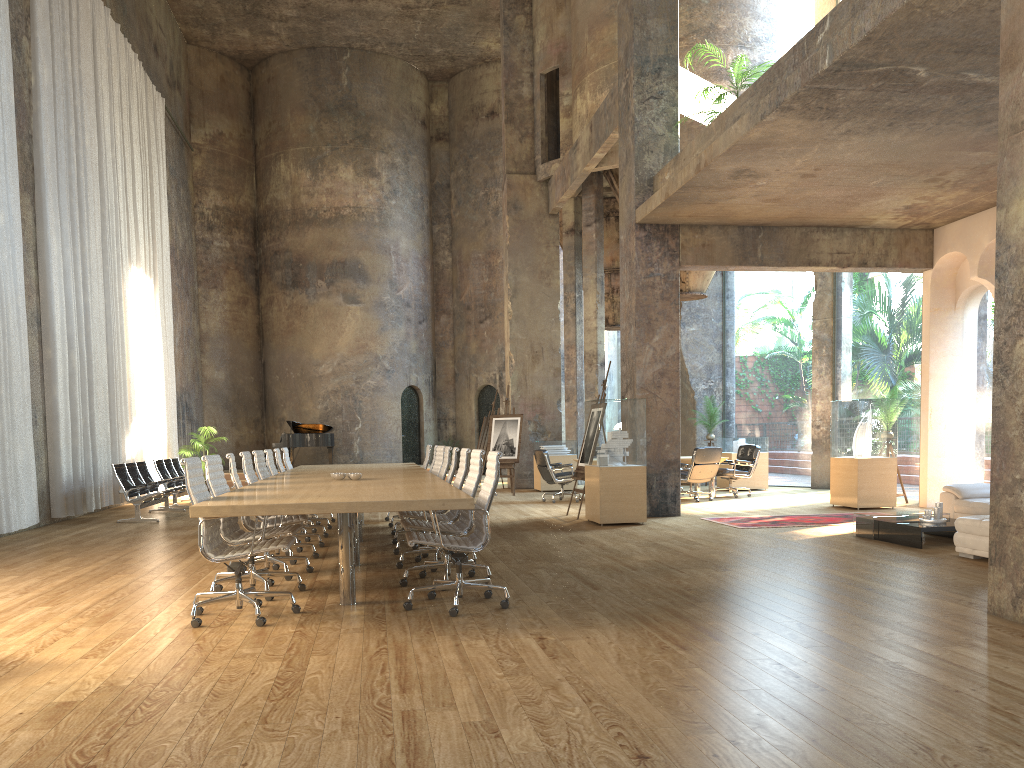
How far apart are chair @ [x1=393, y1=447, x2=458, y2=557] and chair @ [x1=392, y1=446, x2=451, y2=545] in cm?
89

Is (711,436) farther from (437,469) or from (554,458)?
(437,469)

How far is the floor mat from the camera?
10.5 meters

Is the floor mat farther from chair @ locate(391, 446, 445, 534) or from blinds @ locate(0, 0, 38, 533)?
blinds @ locate(0, 0, 38, 533)

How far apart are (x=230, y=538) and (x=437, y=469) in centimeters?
425cm

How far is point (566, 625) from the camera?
5.0m

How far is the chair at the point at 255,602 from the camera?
5.2 meters

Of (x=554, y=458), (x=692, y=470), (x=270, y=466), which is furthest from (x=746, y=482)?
(x=270, y=466)

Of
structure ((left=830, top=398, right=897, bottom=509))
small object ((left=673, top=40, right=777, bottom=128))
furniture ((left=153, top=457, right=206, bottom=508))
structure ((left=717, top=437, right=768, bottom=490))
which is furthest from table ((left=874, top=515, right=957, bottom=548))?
furniture ((left=153, top=457, right=206, bottom=508))

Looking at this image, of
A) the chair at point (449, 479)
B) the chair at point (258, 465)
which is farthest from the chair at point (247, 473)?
the chair at point (449, 479)
